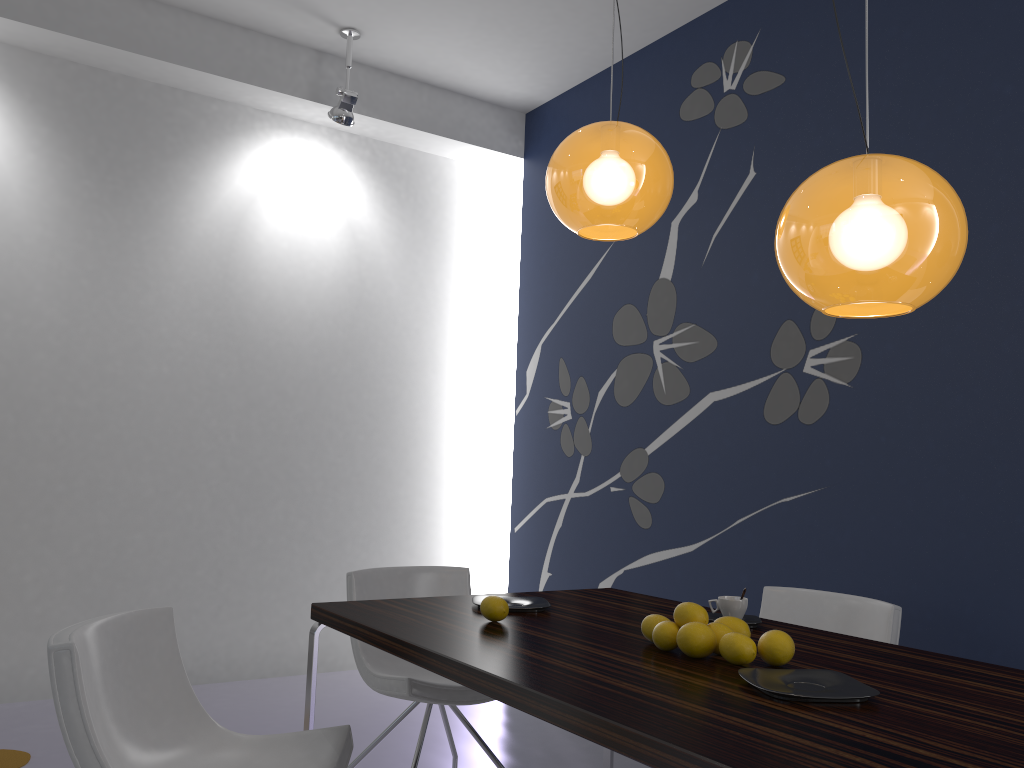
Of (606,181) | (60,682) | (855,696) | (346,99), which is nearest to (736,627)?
(855,696)

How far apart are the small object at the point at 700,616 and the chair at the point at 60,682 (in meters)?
0.88

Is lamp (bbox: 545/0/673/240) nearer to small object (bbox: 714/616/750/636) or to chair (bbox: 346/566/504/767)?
small object (bbox: 714/616/750/636)

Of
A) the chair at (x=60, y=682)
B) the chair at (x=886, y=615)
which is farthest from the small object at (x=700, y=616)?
the chair at (x=886, y=615)

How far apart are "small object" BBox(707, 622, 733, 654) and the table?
0.1m

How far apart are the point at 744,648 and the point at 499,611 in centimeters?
69cm

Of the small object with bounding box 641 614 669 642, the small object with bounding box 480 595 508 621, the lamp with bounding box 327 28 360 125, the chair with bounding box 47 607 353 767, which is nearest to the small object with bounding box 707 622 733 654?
the small object with bounding box 641 614 669 642

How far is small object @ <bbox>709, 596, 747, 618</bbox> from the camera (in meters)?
2.45

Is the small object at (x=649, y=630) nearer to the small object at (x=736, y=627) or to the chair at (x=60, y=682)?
the small object at (x=736, y=627)

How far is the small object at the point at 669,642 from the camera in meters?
2.0
